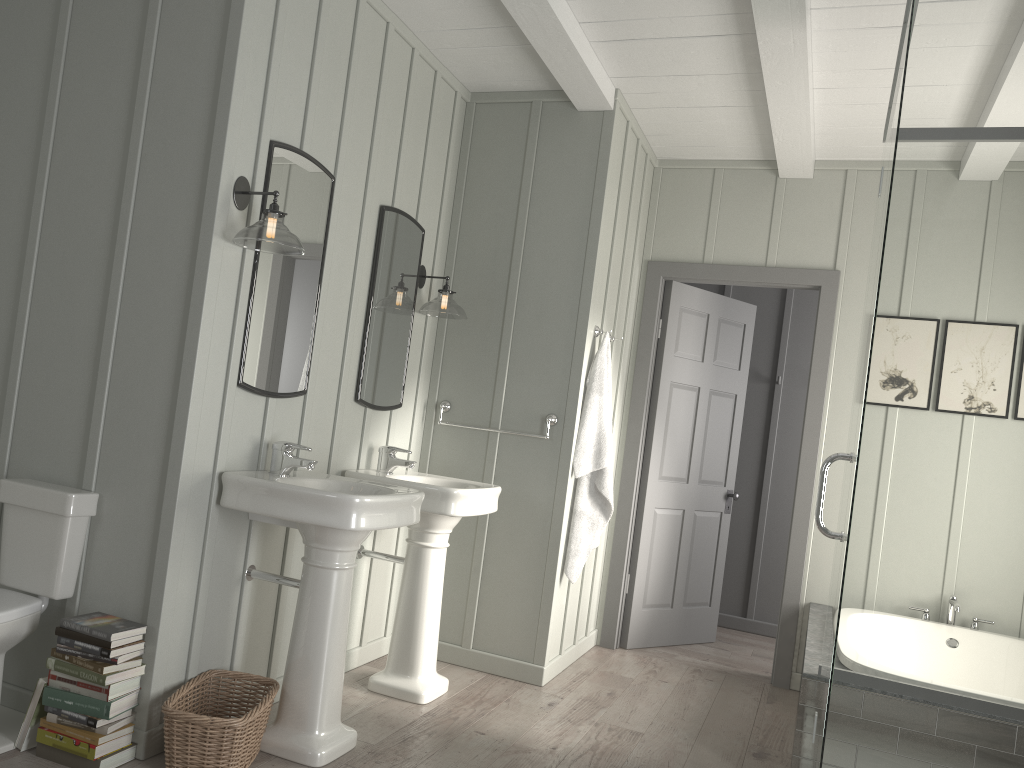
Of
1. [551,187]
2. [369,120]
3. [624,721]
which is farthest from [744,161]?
[624,721]

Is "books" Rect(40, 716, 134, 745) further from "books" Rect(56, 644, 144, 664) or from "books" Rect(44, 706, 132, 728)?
"books" Rect(56, 644, 144, 664)

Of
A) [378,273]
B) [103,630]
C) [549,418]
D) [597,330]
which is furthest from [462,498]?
[103,630]

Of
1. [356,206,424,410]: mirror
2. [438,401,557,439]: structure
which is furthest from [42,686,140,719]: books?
[438,401,557,439]: structure

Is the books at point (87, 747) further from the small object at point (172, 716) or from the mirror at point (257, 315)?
the mirror at point (257, 315)

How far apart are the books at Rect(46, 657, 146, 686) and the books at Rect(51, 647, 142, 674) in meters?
0.0

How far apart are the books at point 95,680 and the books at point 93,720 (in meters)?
Answer: 0.11

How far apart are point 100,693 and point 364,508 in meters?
0.9

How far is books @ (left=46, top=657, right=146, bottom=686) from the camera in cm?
251

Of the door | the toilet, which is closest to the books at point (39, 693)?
the toilet
